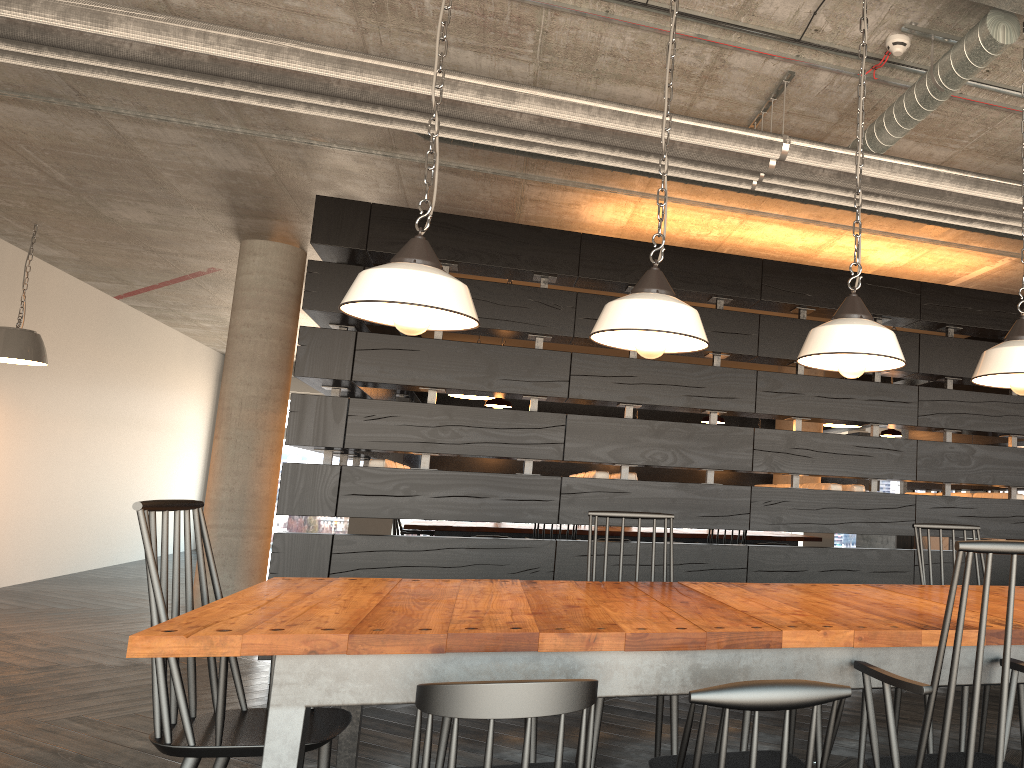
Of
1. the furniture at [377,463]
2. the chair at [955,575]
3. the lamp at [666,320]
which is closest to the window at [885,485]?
the furniture at [377,463]

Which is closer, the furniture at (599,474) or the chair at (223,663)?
the chair at (223,663)

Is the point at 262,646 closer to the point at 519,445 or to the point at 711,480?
the point at 519,445

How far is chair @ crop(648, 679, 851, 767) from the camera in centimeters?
164cm

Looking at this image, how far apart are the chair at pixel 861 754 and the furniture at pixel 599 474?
2.5m

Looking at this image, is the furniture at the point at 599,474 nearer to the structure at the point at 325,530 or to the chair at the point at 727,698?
the structure at the point at 325,530

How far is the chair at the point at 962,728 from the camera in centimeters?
310cm

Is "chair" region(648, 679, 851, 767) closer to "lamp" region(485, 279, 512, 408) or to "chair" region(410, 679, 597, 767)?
"chair" region(410, 679, 597, 767)

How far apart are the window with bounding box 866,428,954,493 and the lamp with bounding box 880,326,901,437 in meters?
10.9 m

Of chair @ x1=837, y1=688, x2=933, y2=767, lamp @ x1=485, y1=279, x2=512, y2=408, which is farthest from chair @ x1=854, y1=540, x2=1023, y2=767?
lamp @ x1=485, y1=279, x2=512, y2=408
